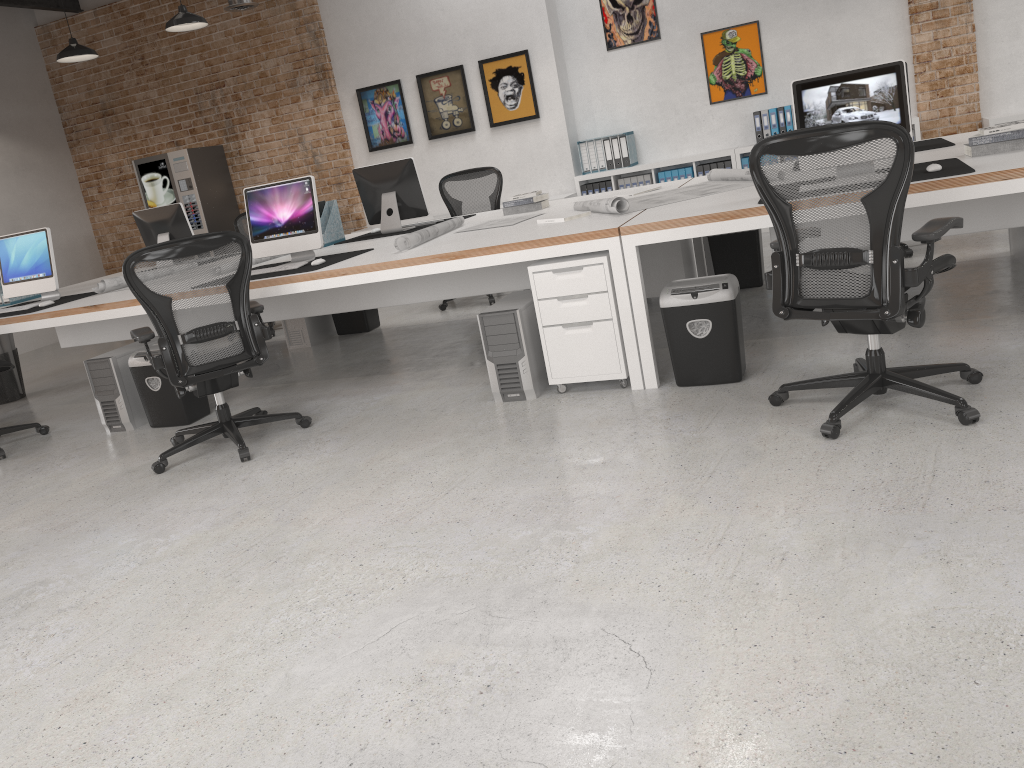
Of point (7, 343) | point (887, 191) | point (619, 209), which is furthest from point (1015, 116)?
point (7, 343)

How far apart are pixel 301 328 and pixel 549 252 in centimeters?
328cm

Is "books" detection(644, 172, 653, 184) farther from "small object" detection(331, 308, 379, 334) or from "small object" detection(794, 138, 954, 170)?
"small object" detection(794, 138, 954, 170)

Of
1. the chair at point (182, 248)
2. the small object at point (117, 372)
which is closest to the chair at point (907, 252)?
the chair at point (182, 248)

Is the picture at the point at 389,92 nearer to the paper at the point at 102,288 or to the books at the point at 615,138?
the books at the point at 615,138

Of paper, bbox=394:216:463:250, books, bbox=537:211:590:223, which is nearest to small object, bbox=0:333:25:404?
paper, bbox=394:216:463:250

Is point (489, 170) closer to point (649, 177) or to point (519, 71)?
point (519, 71)

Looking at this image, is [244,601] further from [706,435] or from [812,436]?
[812,436]

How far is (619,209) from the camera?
4.5 meters

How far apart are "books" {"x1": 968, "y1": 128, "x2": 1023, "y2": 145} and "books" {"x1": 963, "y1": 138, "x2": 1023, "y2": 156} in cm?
3
